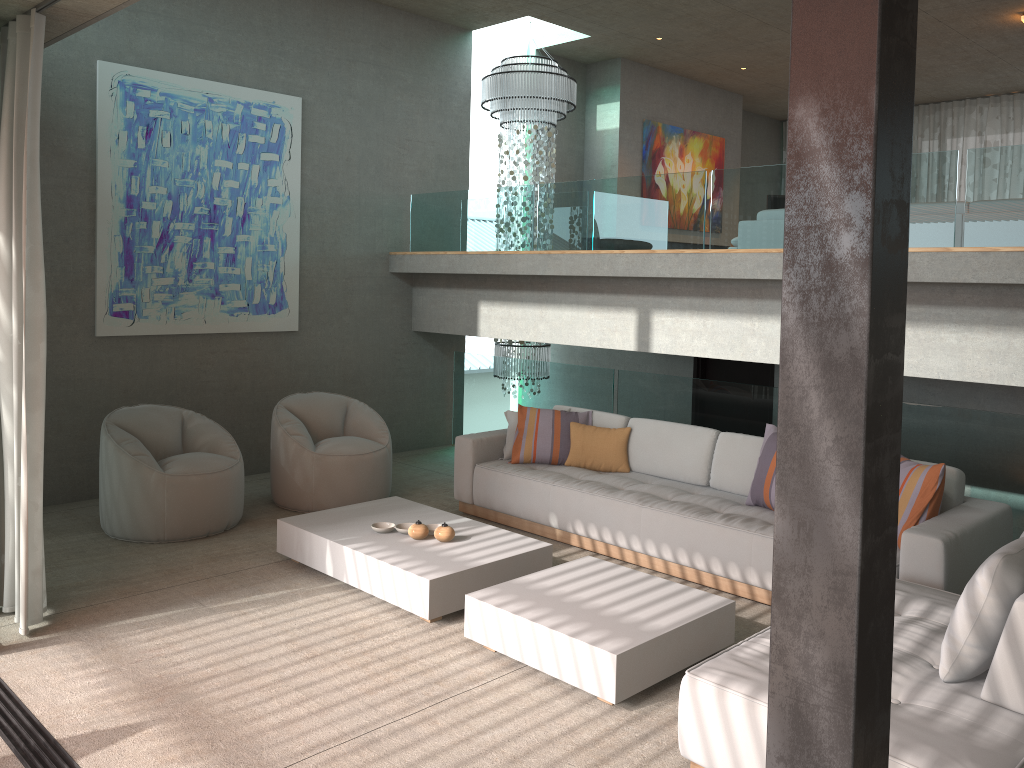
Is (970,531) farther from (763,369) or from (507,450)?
(763,369)

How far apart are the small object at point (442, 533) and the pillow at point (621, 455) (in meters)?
1.53

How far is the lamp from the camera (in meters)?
8.60

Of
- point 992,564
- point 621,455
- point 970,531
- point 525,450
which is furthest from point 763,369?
point 992,564

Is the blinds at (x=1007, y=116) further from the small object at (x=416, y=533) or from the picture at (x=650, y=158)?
the small object at (x=416, y=533)

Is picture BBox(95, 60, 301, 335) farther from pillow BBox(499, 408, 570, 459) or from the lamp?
pillow BBox(499, 408, 570, 459)

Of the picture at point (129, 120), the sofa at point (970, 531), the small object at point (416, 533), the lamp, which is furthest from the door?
the small object at point (416, 533)

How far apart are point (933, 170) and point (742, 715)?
3.6m

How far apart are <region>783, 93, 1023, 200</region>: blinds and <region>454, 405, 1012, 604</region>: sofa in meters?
7.9

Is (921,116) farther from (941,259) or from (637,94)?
(941,259)
